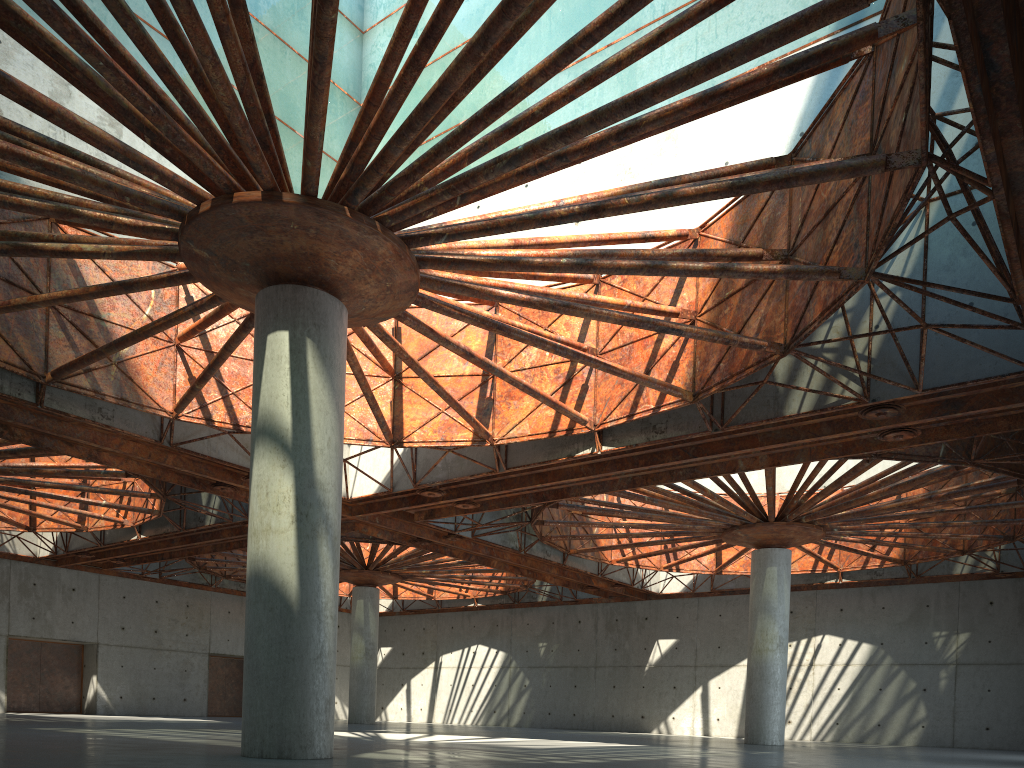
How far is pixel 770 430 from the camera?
28.3 meters
